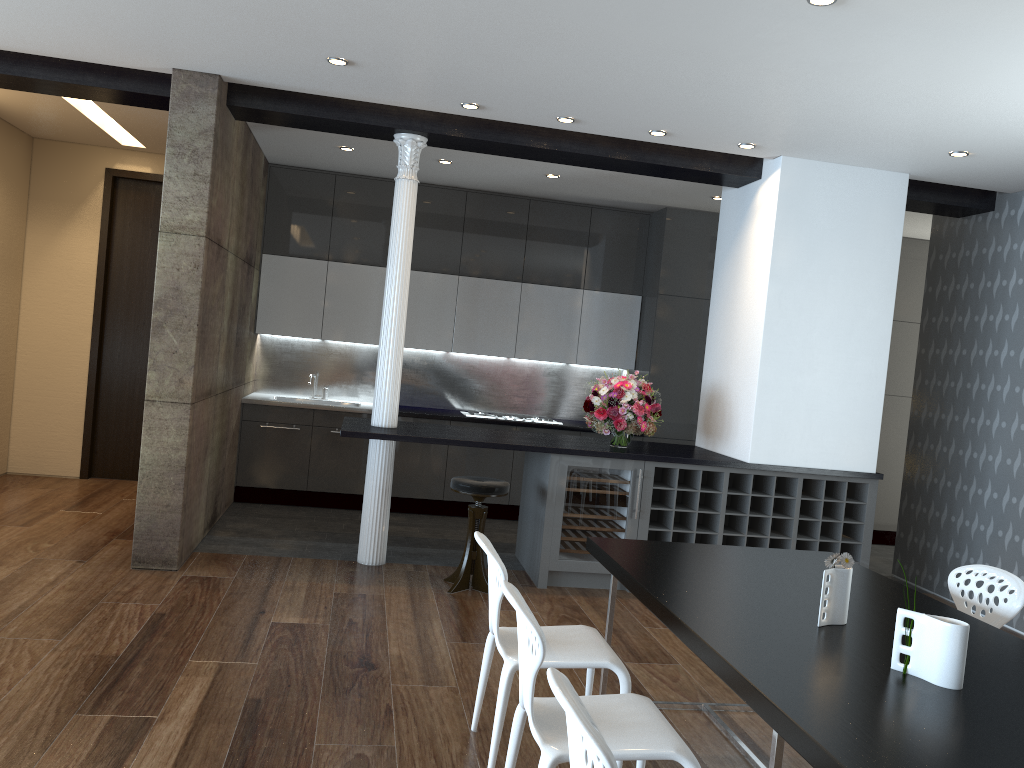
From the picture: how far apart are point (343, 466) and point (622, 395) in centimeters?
291cm

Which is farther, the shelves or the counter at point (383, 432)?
the shelves

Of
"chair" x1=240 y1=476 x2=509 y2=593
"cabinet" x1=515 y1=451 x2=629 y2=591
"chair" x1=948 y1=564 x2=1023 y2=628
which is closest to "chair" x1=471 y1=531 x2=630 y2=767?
"chair" x1=948 y1=564 x2=1023 y2=628

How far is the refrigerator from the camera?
5.8 meters

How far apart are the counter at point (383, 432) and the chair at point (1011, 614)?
2.20m

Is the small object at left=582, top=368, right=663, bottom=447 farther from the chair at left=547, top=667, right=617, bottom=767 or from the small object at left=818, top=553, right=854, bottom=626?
the chair at left=547, top=667, right=617, bottom=767

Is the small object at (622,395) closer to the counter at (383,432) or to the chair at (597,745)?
the counter at (383,432)

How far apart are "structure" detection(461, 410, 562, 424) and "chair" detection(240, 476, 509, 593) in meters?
2.5

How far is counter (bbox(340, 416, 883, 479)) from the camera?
5.63m

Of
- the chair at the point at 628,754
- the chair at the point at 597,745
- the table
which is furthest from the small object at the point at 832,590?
the chair at the point at 597,745
